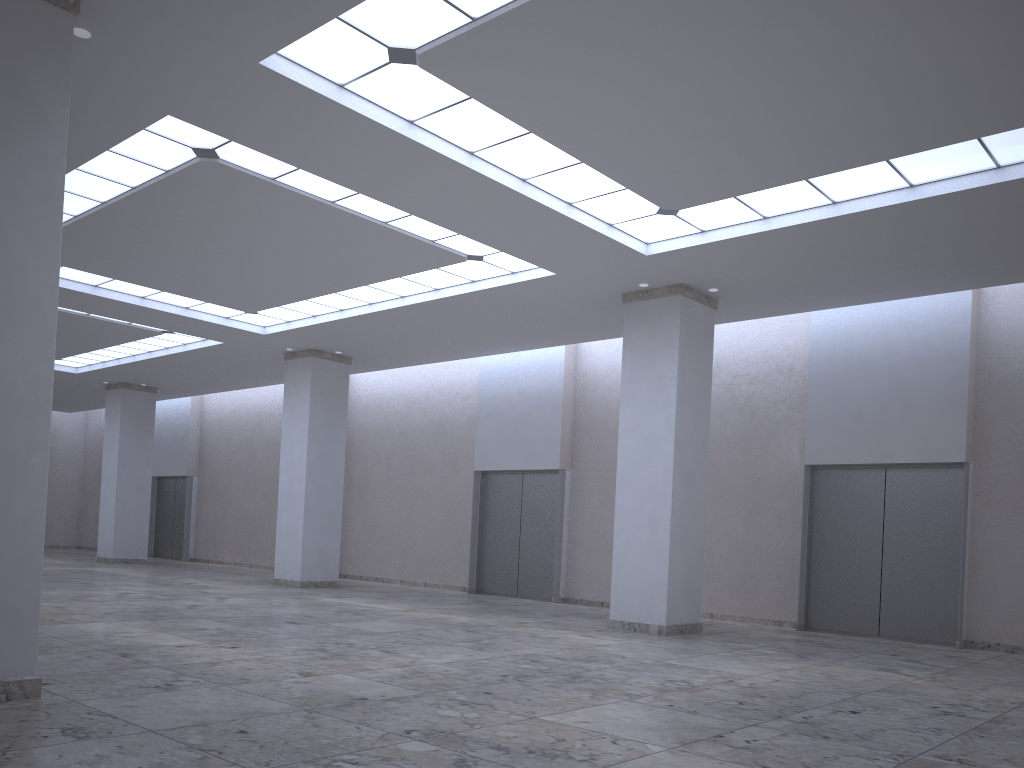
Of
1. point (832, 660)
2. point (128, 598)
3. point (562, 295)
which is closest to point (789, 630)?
point (832, 660)
